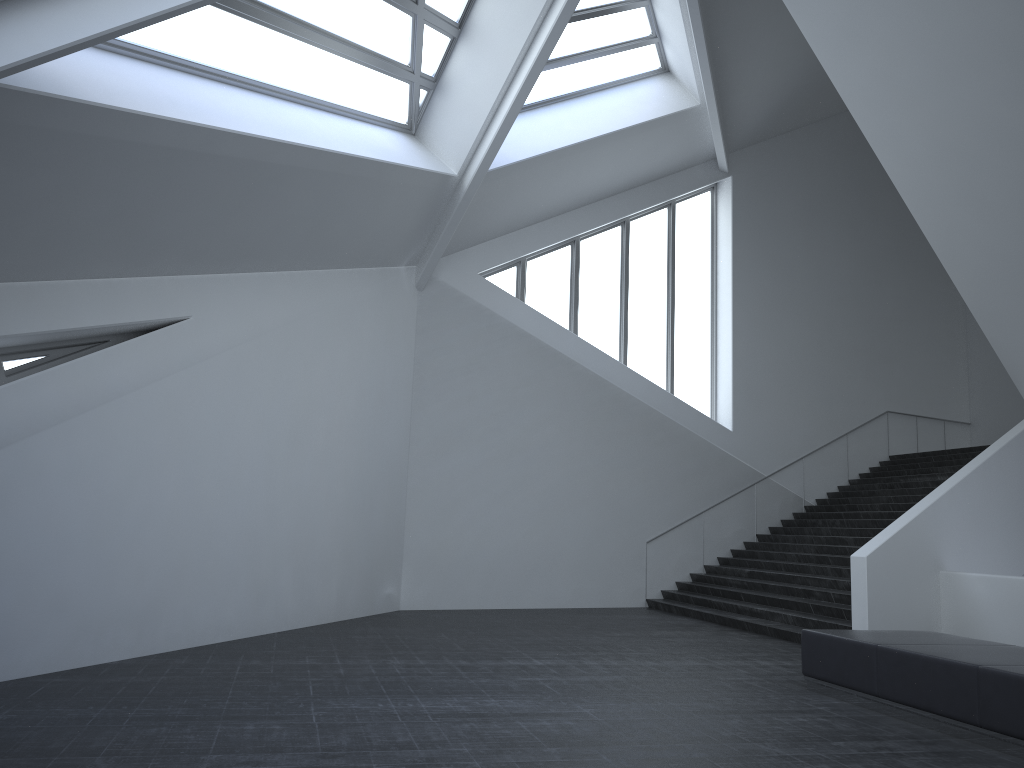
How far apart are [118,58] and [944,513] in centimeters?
1174cm

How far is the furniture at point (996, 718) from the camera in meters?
6.3 m

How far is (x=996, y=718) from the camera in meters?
6.3 m

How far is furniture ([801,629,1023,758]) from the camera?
6.3 meters
